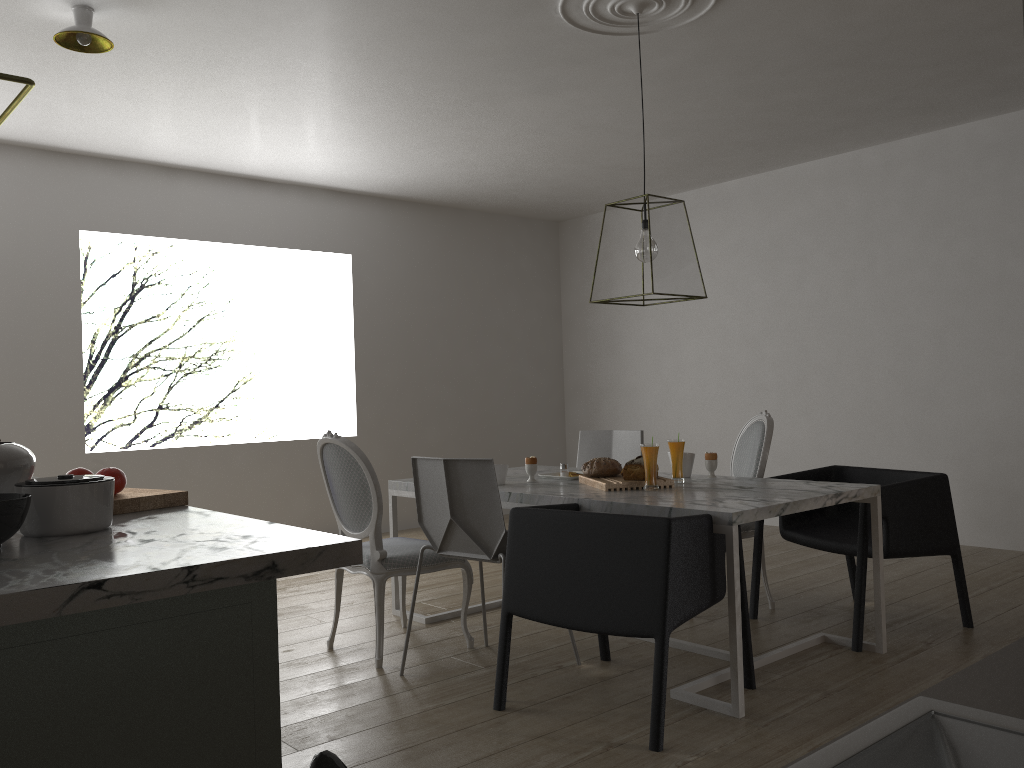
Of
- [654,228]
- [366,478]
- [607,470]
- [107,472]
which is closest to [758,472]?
[607,470]

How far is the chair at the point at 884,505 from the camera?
3.2 meters

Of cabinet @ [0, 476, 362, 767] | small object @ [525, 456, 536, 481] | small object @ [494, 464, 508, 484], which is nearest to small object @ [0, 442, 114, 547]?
cabinet @ [0, 476, 362, 767]

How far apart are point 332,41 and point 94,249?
2.7 meters

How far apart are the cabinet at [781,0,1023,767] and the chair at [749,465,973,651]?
2.3m

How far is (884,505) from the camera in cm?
316

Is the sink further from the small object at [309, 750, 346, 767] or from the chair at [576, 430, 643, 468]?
the chair at [576, 430, 643, 468]

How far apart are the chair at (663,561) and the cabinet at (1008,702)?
1.42m

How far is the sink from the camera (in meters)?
0.69

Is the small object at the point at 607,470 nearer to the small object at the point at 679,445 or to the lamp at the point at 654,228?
the small object at the point at 679,445
